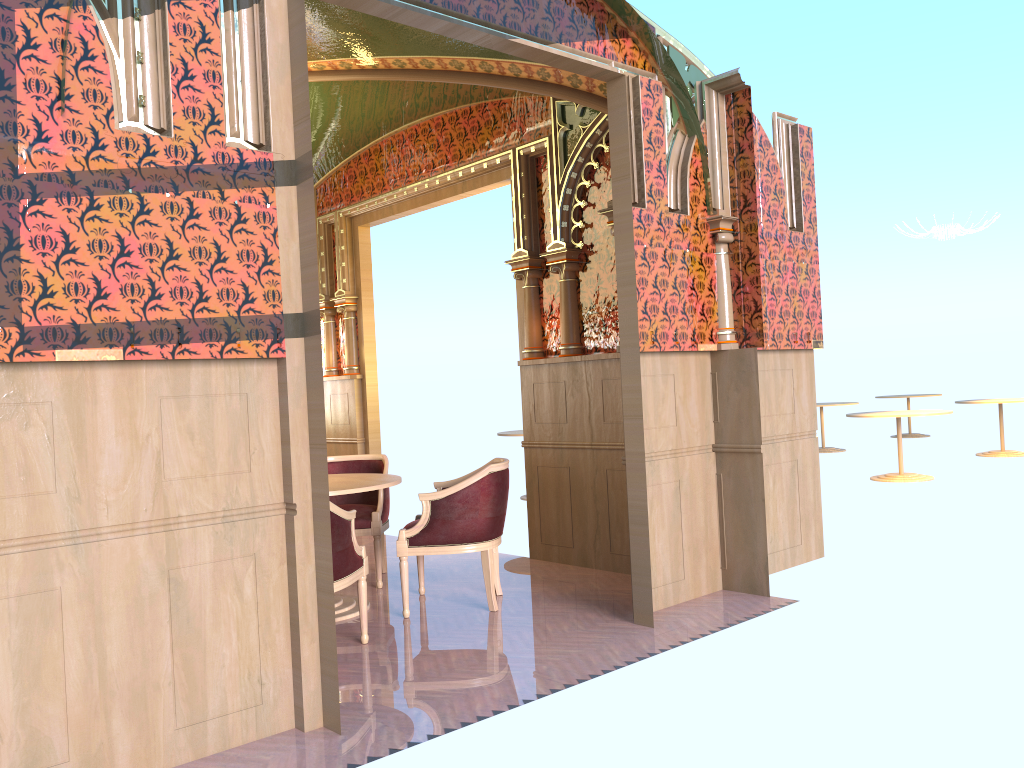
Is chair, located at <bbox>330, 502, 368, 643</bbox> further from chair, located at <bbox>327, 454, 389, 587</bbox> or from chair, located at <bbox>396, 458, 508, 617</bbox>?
chair, located at <bbox>327, 454, 389, 587</bbox>

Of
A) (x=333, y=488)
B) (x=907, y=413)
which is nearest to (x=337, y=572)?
(x=333, y=488)

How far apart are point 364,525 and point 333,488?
0.9m

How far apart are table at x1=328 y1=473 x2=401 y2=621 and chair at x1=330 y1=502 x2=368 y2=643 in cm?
44

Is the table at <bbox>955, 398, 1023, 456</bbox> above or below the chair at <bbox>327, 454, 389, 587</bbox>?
below

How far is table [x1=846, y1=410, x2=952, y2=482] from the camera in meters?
10.0

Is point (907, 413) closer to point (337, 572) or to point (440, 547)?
point (440, 547)

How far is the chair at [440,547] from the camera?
5.1 meters

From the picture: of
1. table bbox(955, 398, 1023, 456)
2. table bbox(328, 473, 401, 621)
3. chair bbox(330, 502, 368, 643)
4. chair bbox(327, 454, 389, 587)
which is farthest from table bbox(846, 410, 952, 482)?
chair bbox(330, 502, 368, 643)

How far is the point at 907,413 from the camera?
10.04m
